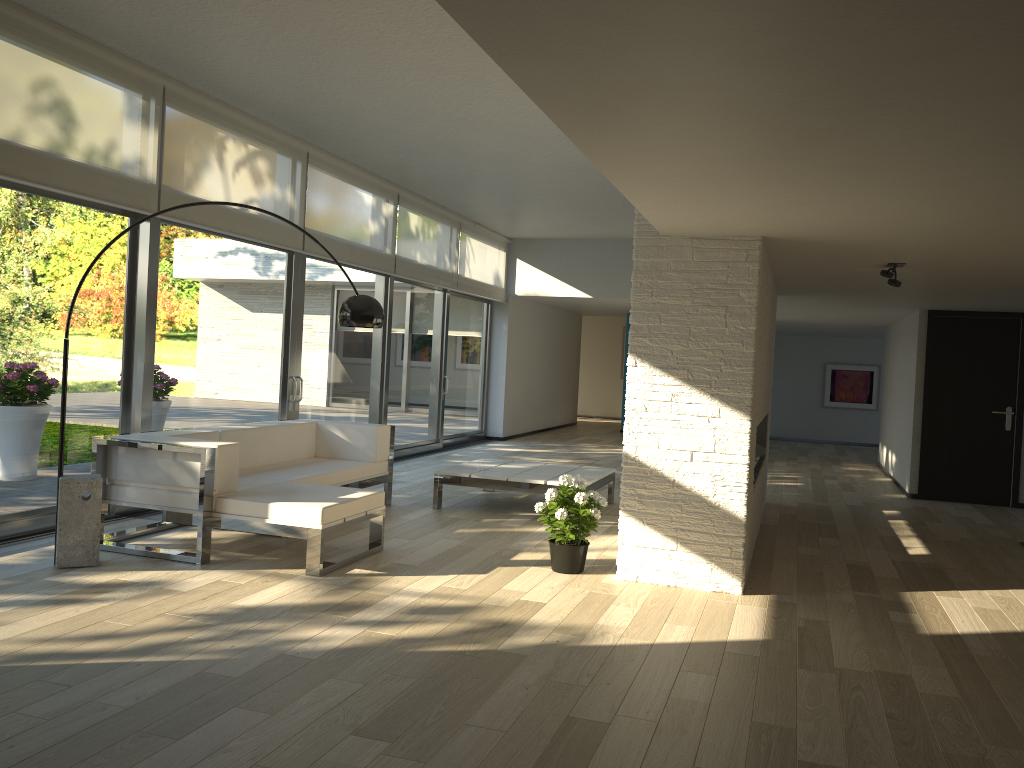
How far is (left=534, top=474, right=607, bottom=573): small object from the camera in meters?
5.0

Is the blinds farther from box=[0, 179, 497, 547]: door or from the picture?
the picture

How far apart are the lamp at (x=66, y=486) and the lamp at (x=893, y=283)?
3.23m

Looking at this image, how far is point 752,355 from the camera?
4.8 meters

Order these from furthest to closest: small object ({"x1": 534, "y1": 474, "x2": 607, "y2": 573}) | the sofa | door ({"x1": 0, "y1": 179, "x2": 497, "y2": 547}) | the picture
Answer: the picture, door ({"x1": 0, "y1": 179, "x2": 497, "y2": 547}), small object ({"x1": 534, "y1": 474, "x2": 607, "y2": 573}), the sofa

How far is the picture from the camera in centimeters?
1598cm

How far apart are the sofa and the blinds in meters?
1.5

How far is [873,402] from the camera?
16.0 meters

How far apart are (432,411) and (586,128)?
8.7 meters

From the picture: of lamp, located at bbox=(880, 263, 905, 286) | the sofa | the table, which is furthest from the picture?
the sofa
